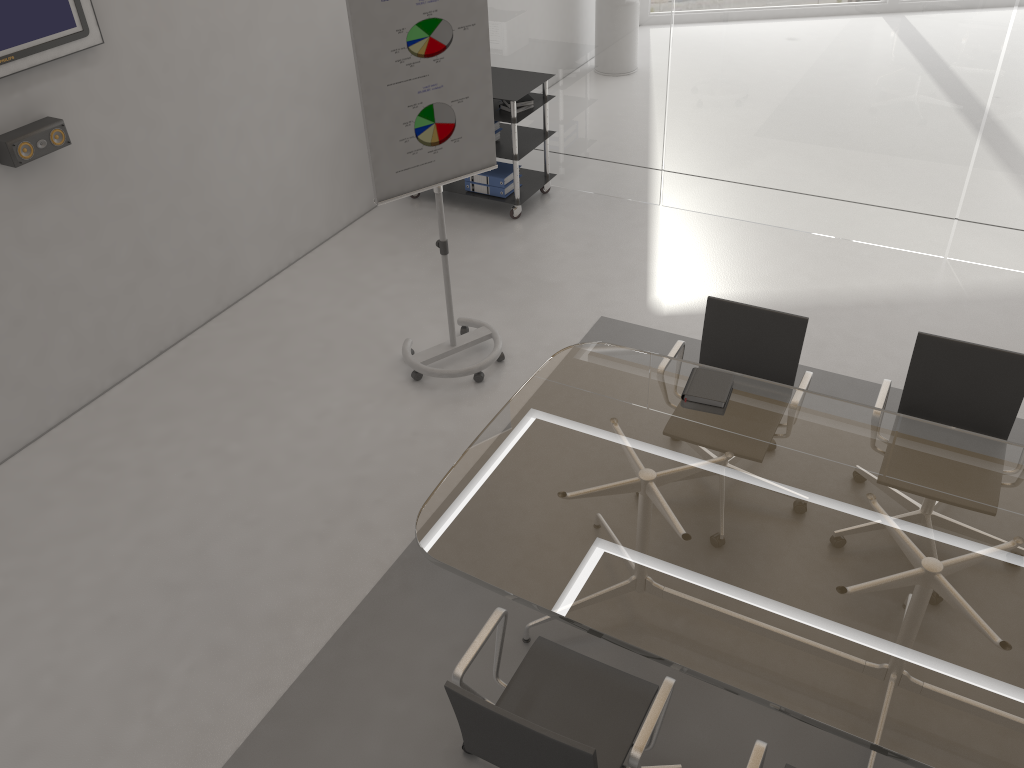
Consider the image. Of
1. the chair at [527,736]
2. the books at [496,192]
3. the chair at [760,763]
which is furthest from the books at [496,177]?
the chair at [760,763]

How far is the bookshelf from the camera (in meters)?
5.82

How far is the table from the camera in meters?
2.3

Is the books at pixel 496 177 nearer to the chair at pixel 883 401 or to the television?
the television

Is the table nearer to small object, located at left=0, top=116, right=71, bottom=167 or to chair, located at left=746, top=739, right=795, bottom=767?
chair, located at left=746, top=739, right=795, bottom=767

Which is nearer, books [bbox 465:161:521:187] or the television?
the television

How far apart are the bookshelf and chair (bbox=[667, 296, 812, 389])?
2.5m

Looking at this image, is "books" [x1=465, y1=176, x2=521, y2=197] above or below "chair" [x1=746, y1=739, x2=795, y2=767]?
below

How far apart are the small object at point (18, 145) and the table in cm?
245

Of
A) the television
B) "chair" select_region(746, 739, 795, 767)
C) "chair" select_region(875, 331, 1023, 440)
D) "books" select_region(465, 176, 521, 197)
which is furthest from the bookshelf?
"chair" select_region(746, 739, 795, 767)
